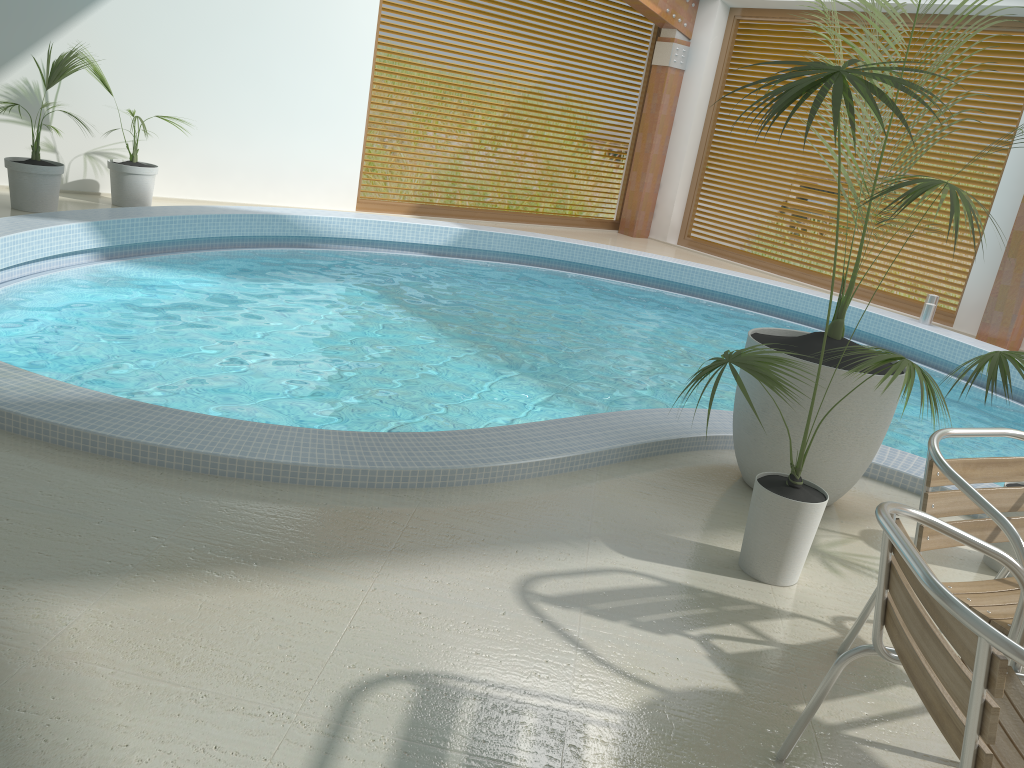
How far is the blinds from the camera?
8.8m

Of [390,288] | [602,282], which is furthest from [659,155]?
[390,288]

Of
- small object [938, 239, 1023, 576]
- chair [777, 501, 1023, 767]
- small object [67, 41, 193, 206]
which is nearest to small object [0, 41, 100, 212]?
small object [67, 41, 193, 206]

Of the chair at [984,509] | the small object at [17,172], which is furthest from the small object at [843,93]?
the small object at [17,172]

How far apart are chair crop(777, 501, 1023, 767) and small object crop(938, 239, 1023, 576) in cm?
147

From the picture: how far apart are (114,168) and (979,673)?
7.7 meters

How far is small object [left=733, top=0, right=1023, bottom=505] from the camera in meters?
3.5 m

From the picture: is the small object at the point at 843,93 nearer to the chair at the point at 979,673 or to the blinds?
the chair at the point at 979,673

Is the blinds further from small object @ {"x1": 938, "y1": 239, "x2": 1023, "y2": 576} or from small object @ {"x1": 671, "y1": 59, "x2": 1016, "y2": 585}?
small object @ {"x1": 671, "y1": 59, "x2": 1016, "y2": 585}

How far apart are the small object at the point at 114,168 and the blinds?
7.38m
